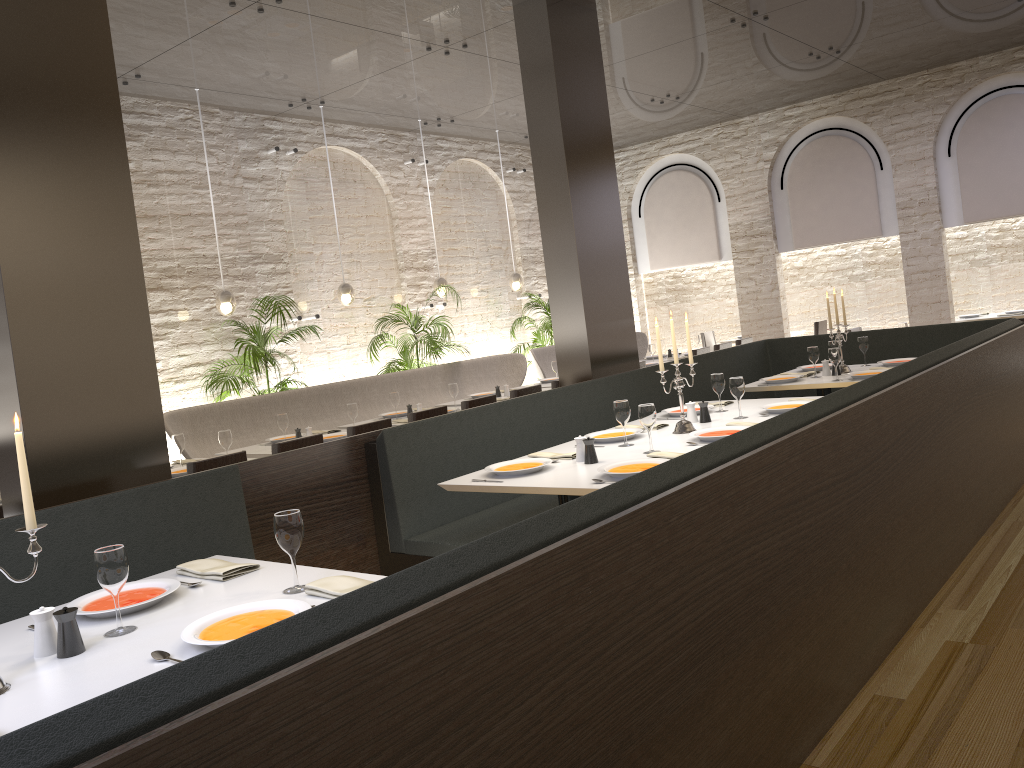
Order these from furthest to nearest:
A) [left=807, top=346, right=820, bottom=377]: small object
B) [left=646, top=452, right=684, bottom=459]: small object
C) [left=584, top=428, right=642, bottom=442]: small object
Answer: [left=807, top=346, right=820, bottom=377]: small object → [left=584, top=428, right=642, bottom=442]: small object → [left=646, top=452, right=684, bottom=459]: small object

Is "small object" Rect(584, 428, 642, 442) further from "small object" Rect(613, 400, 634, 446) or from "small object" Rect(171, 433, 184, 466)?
"small object" Rect(171, 433, 184, 466)

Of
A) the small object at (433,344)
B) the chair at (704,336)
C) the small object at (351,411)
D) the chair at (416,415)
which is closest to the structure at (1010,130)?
the chair at (704,336)

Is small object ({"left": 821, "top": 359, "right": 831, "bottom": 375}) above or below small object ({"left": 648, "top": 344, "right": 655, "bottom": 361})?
below

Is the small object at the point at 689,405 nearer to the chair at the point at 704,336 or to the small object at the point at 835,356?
the small object at the point at 835,356

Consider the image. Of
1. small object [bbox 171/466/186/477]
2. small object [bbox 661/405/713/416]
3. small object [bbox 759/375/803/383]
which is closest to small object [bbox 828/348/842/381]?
small object [bbox 759/375/803/383]

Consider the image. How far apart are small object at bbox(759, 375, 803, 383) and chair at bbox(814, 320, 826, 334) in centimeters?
640cm

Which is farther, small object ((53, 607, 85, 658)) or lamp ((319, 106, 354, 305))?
lamp ((319, 106, 354, 305))

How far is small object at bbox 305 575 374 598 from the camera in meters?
2.5

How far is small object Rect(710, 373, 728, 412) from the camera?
5.3m
